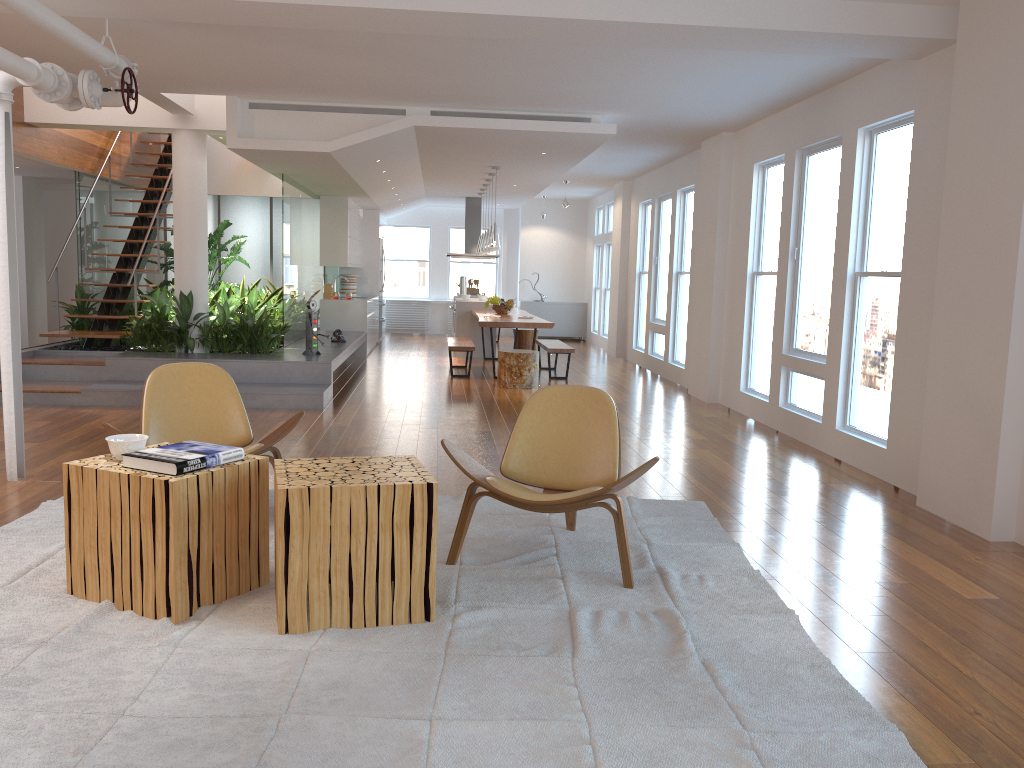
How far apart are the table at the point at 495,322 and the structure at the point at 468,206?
2.21m

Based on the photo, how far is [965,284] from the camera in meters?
4.7

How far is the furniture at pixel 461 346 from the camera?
10.5 meters

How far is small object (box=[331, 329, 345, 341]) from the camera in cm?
1072

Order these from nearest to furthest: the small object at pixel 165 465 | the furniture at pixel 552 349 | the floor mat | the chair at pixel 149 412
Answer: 1. the floor mat
2. the small object at pixel 165 465
3. the chair at pixel 149 412
4. the furniture at pixel 552 349

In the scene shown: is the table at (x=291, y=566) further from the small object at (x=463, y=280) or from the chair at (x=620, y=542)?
the small object at (x=463, y=280)

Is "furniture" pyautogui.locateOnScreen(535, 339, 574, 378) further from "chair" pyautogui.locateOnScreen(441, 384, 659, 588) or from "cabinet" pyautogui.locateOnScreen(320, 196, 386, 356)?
"chair" pyautogui.locateOnScreen(441, 384, 659, 588)

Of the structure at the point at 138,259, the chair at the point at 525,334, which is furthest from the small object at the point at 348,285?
the structure at the point at 138,259

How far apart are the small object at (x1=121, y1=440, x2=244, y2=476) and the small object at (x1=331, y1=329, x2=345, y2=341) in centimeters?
736cm

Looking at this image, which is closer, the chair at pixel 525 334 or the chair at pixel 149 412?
the chair at pixel 149 412
